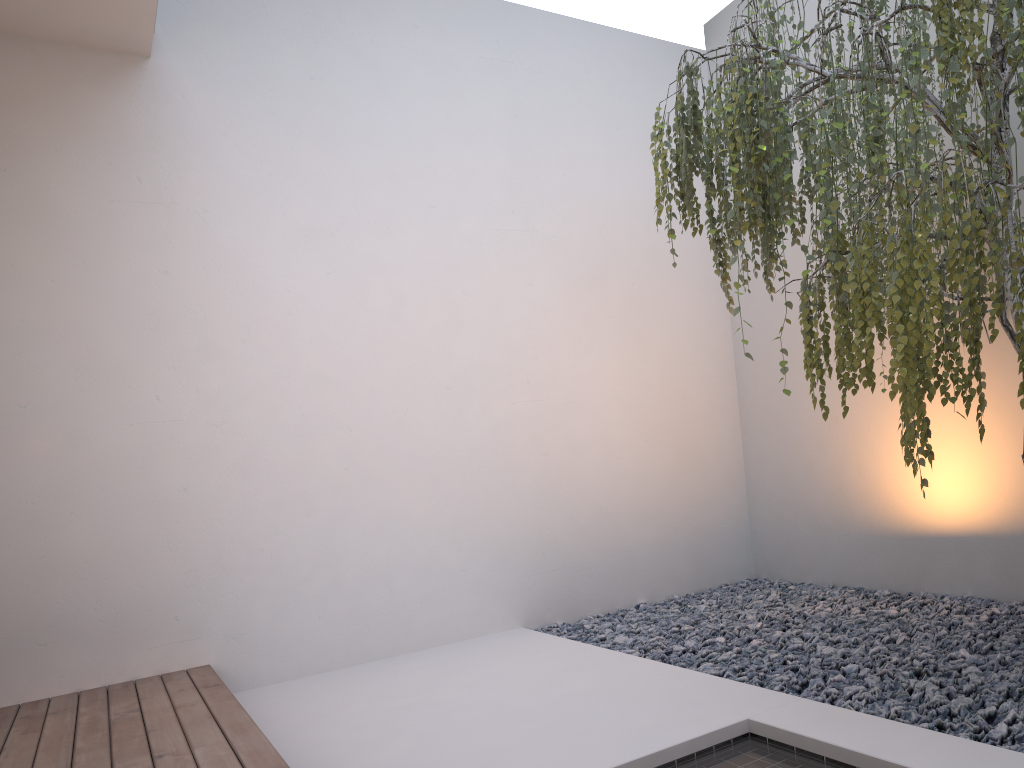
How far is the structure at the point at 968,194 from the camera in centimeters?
178cm

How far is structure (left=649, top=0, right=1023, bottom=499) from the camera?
1.78m

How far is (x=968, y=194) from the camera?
1.8 meters
